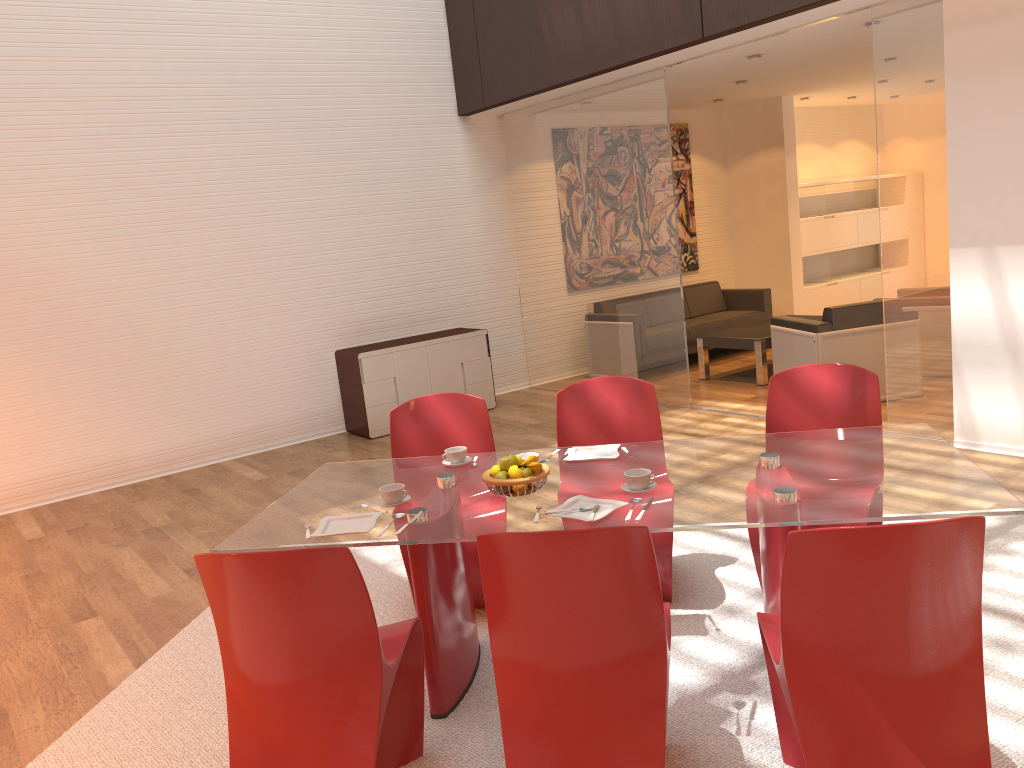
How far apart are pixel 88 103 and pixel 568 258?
4.1m

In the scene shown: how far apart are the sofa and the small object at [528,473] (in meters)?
6.19

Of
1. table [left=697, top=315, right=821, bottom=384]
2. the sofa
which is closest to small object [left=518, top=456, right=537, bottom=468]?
table [left=697, top=315, right=821, bottom=384]

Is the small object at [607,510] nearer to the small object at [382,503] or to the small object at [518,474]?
Result: the small object at [518,474]

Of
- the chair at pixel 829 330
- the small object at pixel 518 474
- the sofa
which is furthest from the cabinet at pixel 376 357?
the small object at pixel 518 474

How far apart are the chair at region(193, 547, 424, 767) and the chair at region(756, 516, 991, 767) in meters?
1.0

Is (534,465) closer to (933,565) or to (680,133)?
(933,565)

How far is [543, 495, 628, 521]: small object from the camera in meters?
2.7

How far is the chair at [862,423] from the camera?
3.6m

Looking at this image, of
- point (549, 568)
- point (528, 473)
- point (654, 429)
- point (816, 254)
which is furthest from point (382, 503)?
point (816, 254)
